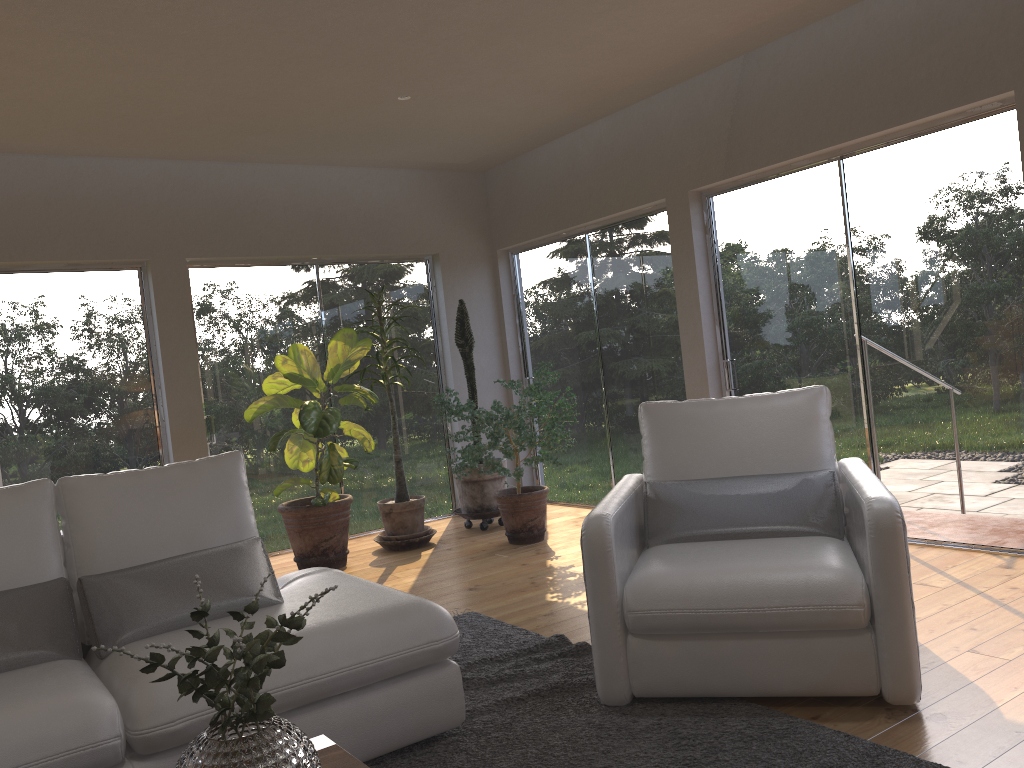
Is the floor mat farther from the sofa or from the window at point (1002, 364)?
the window at point (1002, 364)

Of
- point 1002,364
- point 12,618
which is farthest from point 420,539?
point 1002,364

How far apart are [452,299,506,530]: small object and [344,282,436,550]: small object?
0.3 meters

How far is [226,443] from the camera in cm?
623

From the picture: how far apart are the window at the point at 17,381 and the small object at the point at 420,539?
1.47m

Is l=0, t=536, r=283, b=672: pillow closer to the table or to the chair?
the table

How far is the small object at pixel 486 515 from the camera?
6.4m

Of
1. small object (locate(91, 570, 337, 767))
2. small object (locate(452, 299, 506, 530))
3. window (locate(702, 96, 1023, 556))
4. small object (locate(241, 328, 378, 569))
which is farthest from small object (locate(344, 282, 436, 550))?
small object (locate(91, 570, 337, 767))

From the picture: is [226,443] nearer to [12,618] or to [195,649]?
[12,618]

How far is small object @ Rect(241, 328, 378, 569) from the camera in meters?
5.5
